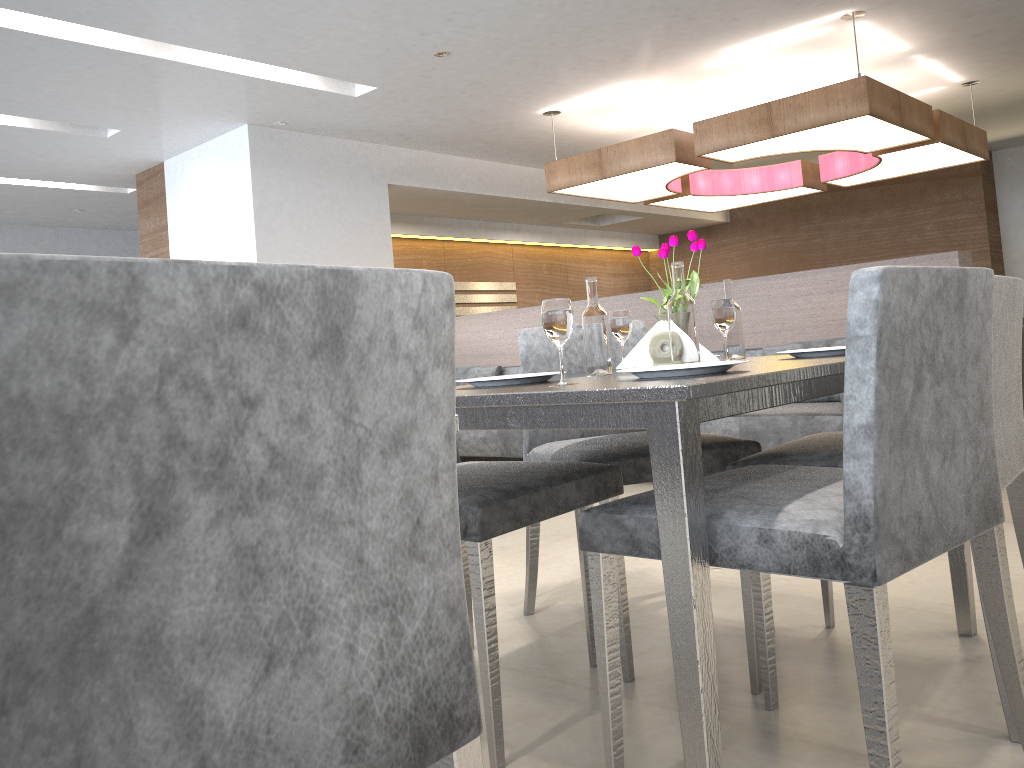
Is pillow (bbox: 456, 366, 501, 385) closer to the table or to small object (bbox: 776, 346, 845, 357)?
the table

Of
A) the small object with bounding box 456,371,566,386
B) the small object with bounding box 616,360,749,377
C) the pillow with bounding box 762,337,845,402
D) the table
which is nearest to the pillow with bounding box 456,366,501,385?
the pillow with bounding box 762,337,845,402

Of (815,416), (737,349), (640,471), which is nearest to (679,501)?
(640,471)

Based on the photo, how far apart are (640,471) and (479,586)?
0.61m

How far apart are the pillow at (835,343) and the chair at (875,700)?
2.8m

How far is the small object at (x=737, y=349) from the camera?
2.2 meters

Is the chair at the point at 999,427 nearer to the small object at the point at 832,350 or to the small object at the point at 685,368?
the small object at the point at 832,350

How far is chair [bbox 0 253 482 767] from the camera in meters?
0.5

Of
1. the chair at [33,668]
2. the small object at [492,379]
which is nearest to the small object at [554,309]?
the small object at [492,379]

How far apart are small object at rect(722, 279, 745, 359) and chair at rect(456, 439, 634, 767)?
0.5 meters
